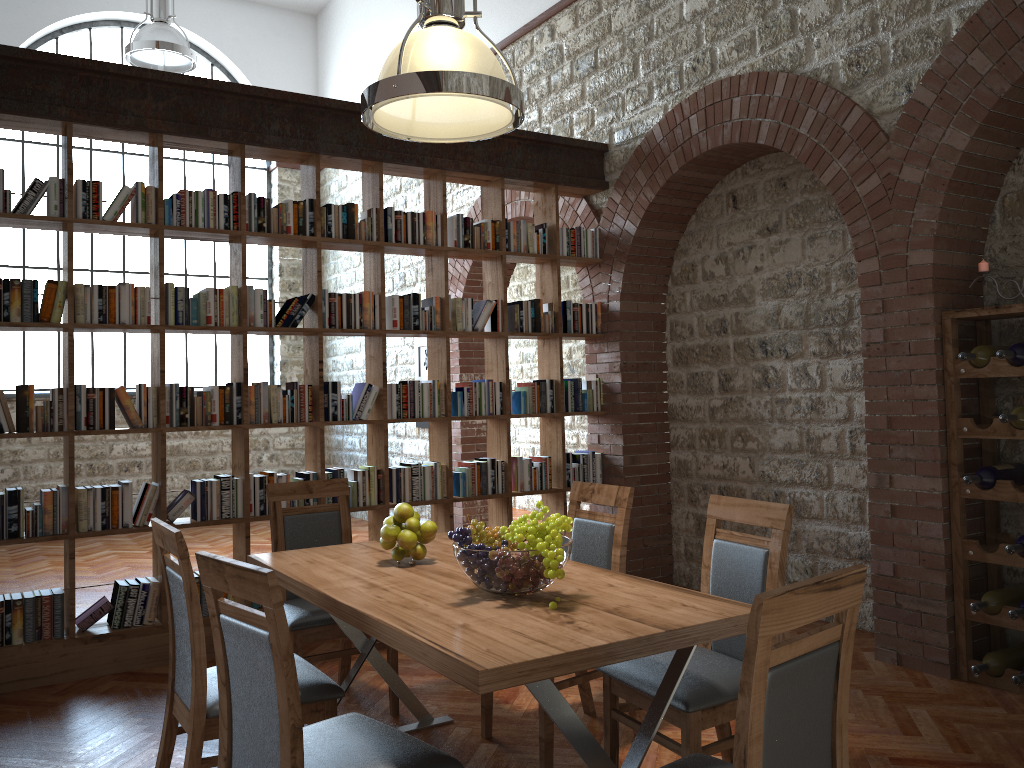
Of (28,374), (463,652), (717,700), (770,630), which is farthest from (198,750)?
(28,374)

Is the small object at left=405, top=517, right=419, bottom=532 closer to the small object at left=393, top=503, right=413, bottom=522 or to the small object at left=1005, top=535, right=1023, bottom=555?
the small object at left=393, top=503, right=413, bottom=522

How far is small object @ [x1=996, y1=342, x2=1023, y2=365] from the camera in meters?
3.8 m

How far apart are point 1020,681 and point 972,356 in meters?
1.4 m

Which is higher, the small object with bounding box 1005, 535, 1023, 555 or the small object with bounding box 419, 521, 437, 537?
the small object with bounding box 419, 521, 437, 537

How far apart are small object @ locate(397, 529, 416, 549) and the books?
2.15m

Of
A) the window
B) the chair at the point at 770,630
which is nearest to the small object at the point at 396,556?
the chair at the point at 770,630

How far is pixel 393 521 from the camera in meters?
3.2

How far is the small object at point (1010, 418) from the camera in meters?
3.8 m

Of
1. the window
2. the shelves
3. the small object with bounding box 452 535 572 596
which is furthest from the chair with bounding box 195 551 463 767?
the window
